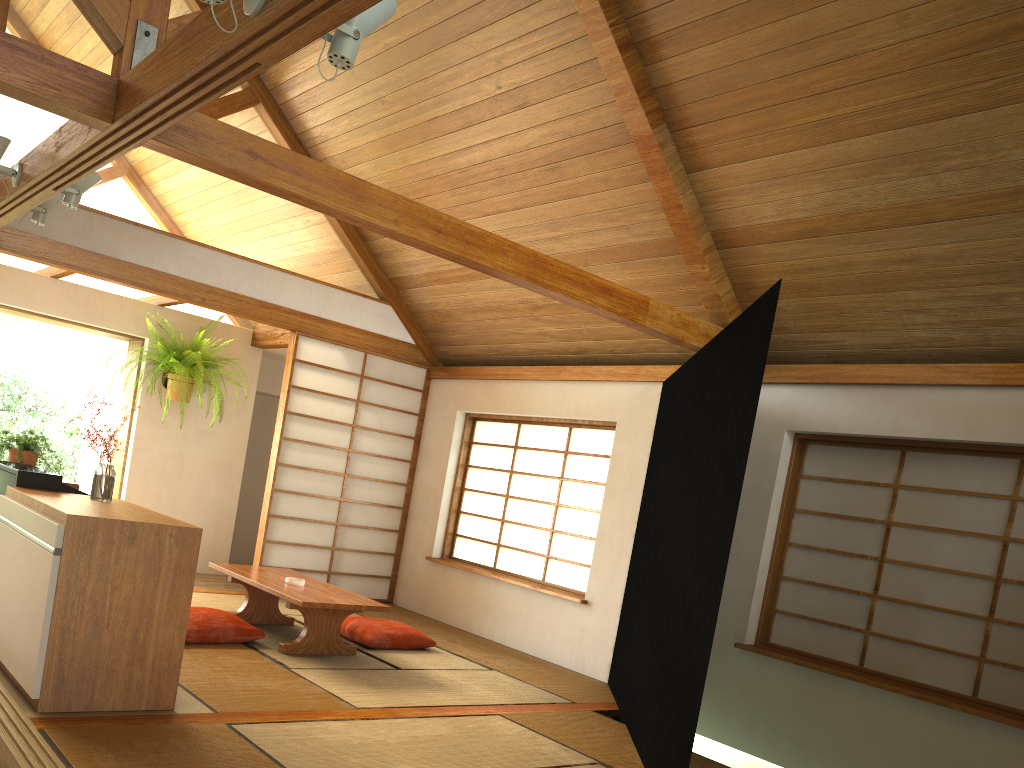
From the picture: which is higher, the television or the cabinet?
the television

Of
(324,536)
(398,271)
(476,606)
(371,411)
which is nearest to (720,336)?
(476,606)

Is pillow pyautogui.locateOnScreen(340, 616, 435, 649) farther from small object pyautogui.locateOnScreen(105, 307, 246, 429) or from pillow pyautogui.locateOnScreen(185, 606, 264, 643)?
small object pyautogui.locateOnScreen(105, 307, 246, 429)

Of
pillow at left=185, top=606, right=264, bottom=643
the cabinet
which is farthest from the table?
the cabinet

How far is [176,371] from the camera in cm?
680

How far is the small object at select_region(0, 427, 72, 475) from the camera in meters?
4.8

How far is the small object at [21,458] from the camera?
4.84m

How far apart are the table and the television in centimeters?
117cm

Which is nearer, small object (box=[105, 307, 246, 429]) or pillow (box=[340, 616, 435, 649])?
pillow (box=[340, 616, 435, 649])

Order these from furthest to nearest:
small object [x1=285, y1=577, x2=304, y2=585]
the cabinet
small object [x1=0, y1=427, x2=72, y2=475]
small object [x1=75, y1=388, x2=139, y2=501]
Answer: small object [x1=285, y1=577, x2=304, y2=585] < small object [x1=0, y1=427, x2=72, y2=475] < small object [x1=75, y1=388, x2=139, y2=501] < the cabinet
